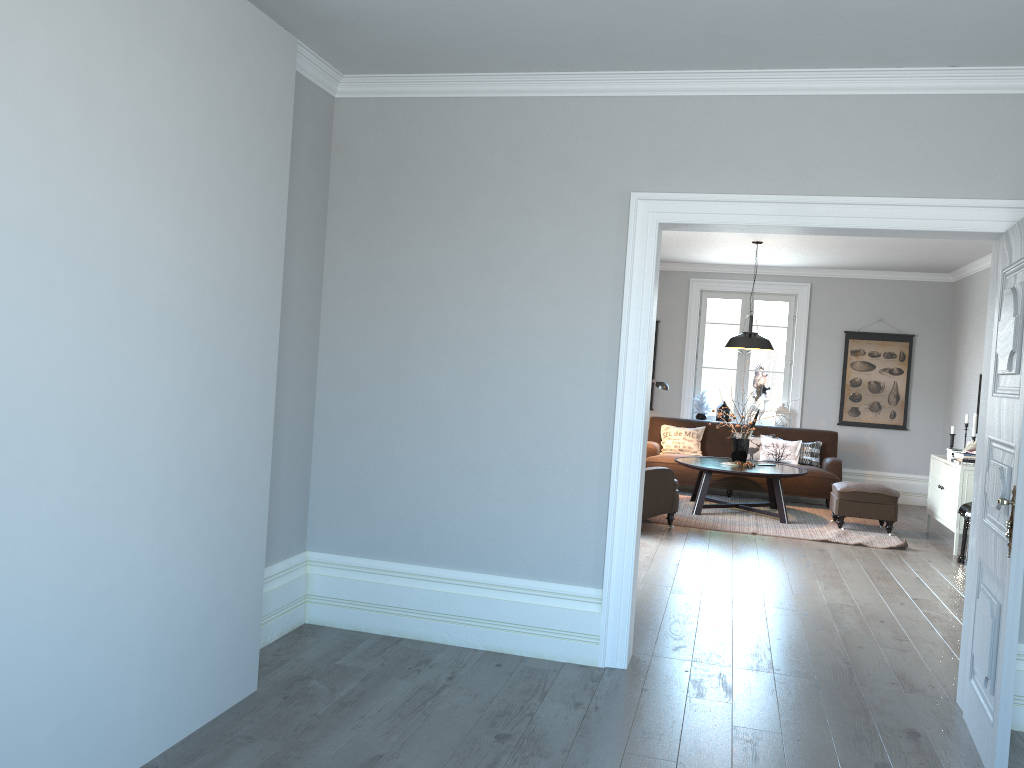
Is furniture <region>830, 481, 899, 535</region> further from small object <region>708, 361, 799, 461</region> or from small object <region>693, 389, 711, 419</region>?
small object <region>693, 389, 711, 419</region>

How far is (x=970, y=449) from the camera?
7.8 meters

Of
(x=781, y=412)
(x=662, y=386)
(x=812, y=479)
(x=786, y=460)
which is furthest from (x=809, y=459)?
(x=662, y=386)

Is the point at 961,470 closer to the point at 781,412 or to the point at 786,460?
the point at 786,460

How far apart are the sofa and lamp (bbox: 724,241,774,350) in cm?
167

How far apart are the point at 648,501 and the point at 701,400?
3.6m

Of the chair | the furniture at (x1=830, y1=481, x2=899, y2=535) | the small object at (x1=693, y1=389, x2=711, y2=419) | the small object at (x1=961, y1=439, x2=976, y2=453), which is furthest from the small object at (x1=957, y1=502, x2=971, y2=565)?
the small object at (x1=693, y1=389, x2=711, y2=419)

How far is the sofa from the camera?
9.52m

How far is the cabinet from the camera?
7.46m

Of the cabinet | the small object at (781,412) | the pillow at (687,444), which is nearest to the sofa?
the pillow at (687,444)
